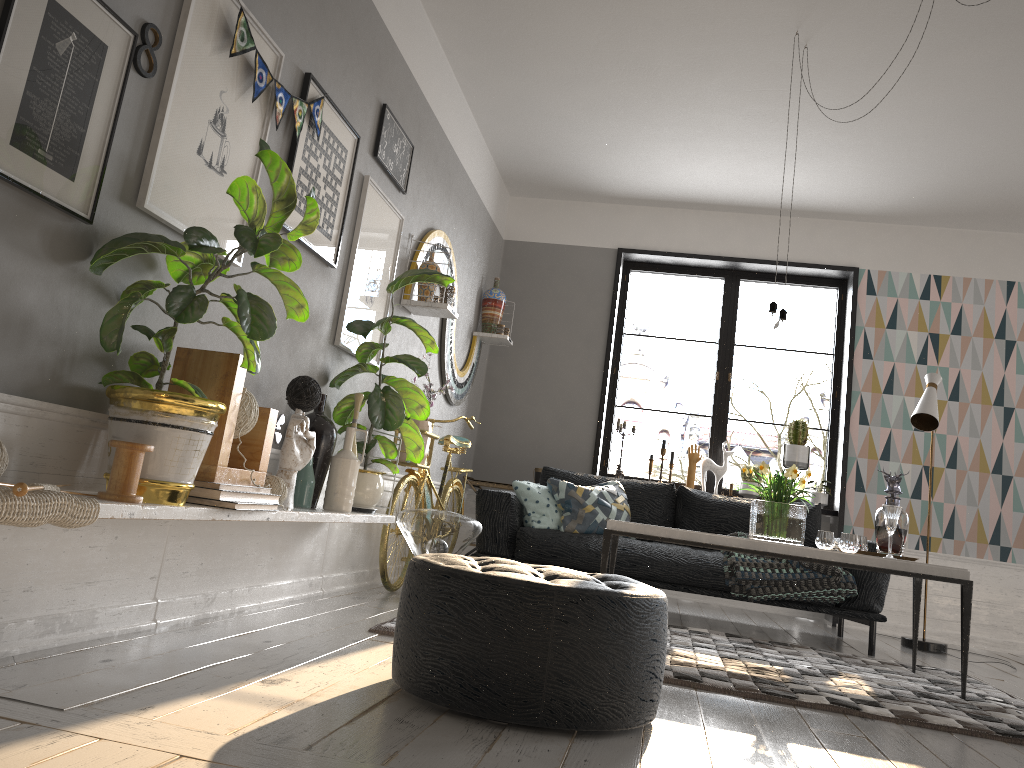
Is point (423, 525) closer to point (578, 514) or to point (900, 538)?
point (578, 514)

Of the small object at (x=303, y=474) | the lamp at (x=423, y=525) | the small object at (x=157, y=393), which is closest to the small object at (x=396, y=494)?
the lamp at (x=423, y=525)

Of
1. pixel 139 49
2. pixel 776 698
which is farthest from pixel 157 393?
pixel 776 698

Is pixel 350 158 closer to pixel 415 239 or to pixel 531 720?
pixel 415 239

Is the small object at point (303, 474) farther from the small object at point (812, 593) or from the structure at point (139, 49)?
the small object at point (812, 593)

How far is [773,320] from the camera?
4.08m

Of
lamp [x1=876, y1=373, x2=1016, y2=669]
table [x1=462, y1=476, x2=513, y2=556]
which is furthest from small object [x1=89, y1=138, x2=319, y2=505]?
lamp [x1=876, y1=373, x2=1016, y2=669]

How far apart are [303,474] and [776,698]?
1.86m

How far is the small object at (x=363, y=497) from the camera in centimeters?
381cm

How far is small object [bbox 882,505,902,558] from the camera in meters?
3.9 m
